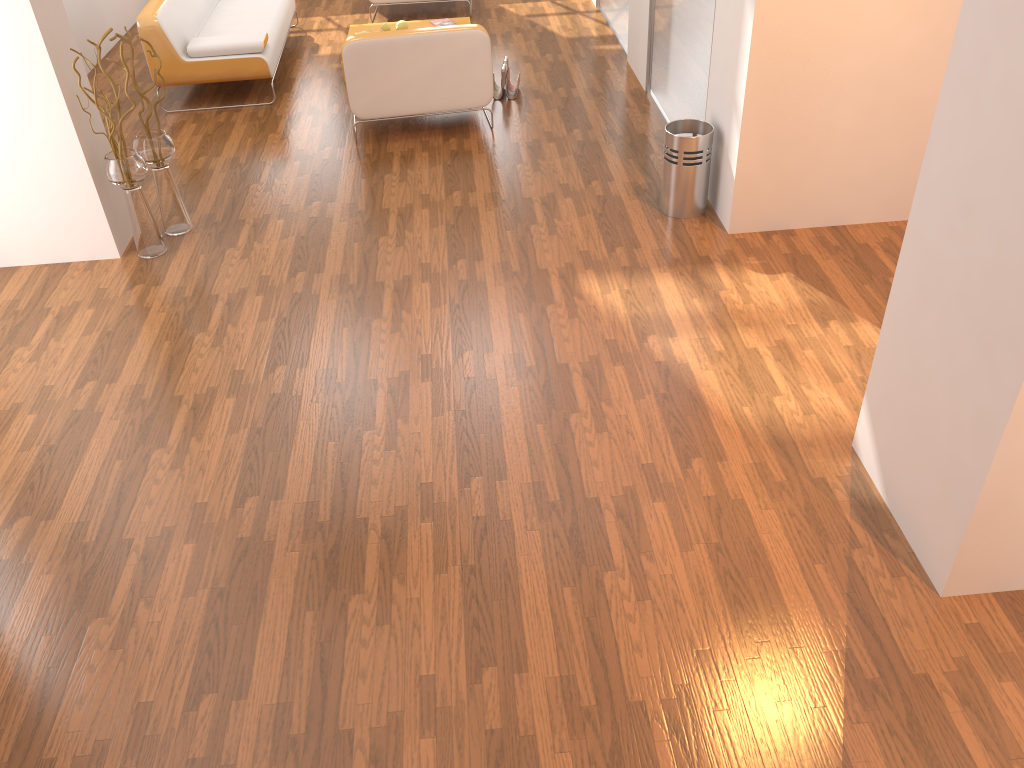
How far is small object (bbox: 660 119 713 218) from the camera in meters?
4.5

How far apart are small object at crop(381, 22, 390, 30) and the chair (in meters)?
1.88

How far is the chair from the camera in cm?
536

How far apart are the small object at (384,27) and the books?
0.5m

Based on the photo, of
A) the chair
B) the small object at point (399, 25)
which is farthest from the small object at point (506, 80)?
the small object at point (399, 25)

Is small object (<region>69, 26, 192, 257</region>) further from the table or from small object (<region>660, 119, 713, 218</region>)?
the table

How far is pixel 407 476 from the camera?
3.2m

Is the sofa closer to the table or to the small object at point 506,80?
the table

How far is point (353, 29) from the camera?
7.3 meters

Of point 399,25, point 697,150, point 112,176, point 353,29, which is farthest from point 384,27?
point 697,150
